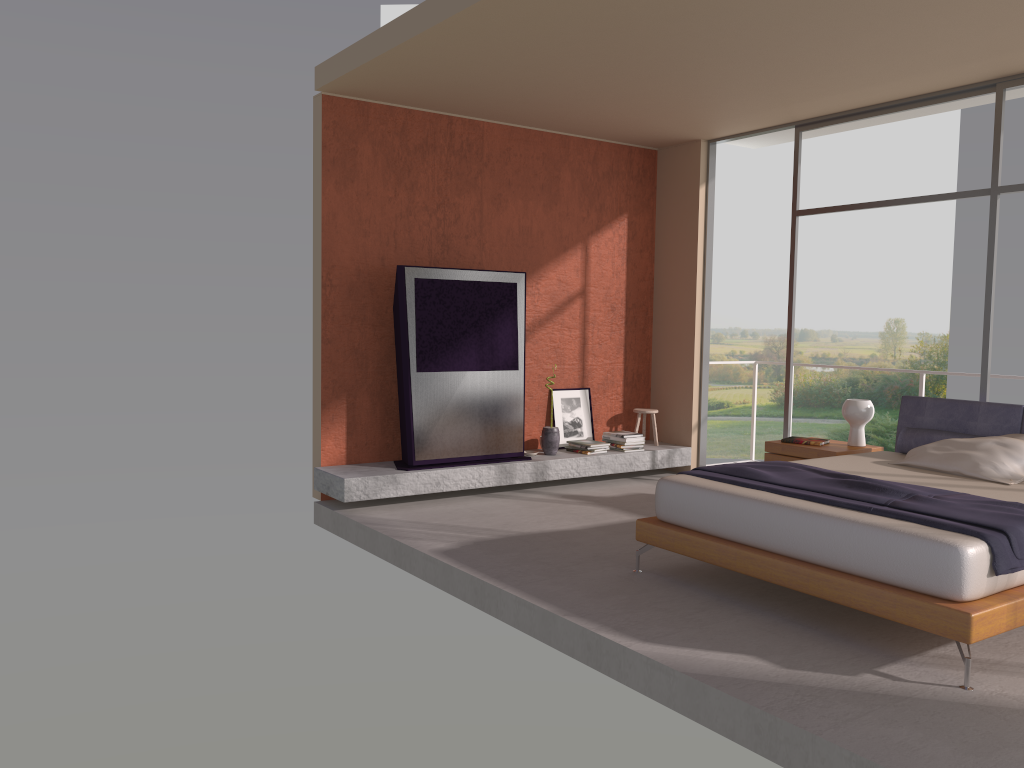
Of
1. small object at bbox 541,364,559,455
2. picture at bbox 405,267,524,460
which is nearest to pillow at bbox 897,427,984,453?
small object at bbox 541,364,559,455

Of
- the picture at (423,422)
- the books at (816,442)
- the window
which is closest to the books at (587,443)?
the picture at (423,422)

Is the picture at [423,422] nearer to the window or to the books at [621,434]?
the books at [621,434]

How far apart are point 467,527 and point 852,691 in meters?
3.1

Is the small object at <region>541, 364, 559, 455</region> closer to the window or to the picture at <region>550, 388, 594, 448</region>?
the picture at <region>550, 388, 594, 448</region>

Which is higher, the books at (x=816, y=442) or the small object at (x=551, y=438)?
the books at (x=816, y=442)

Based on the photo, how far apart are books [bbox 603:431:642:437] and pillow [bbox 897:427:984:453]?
2.6m

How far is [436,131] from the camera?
7.34m

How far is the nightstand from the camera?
6.3 meters

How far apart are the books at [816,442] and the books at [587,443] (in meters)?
1.90
